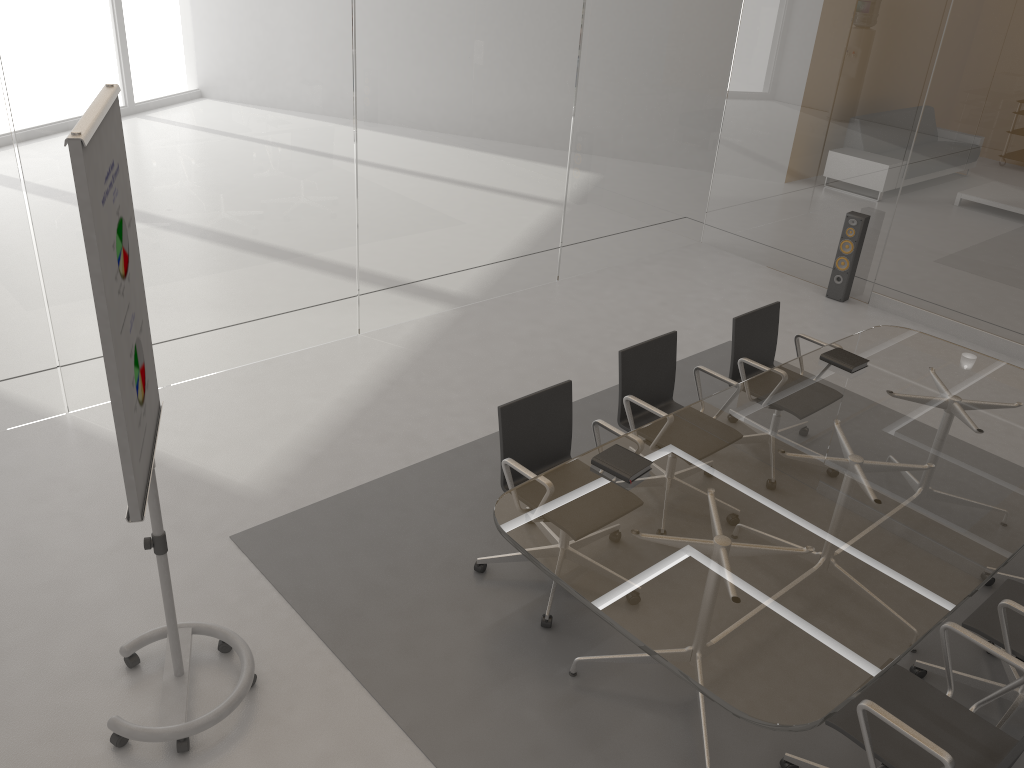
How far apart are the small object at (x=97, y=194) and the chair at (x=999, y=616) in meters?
2.6

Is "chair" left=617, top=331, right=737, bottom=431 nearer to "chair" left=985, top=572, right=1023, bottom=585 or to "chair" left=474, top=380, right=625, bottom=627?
"chair" left=474, top=380, right=625, bottom=627

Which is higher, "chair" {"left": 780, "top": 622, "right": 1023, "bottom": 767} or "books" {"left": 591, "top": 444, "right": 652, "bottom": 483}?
"books" {"left": 591, "top": 444, "right": 652, "bottom": 483}

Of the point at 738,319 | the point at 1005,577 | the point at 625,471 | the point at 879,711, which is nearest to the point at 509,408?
the point at 625,471

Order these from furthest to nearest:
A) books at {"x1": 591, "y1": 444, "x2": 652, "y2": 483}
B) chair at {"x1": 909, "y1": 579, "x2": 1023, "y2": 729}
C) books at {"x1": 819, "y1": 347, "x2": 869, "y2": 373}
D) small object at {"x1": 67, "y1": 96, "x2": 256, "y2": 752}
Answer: books at {"x1": 819, "y1": 347, "x2": 869, "y2": 373} → books at {"x1": 591, "y1": 444, "x2": 652, "y2": 483} → chair at {"x1": 909, "y1": 579, "x2": 1023, "y2": 729} → small object at {"x1": 67, "y1": 96, "x2": 256, "y2": 752}

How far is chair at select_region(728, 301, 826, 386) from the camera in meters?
4.7

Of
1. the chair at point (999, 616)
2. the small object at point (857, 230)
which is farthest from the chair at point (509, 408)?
the small object at point (857, 230)

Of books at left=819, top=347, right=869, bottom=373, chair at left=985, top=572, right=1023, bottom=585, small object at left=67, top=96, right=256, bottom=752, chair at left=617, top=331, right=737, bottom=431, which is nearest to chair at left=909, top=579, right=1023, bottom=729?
chair at left=985, top=572, right=1023, bottom=585

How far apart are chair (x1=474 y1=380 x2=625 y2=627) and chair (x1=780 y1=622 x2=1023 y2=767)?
1.0 meters

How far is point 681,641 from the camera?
2.6 meters
